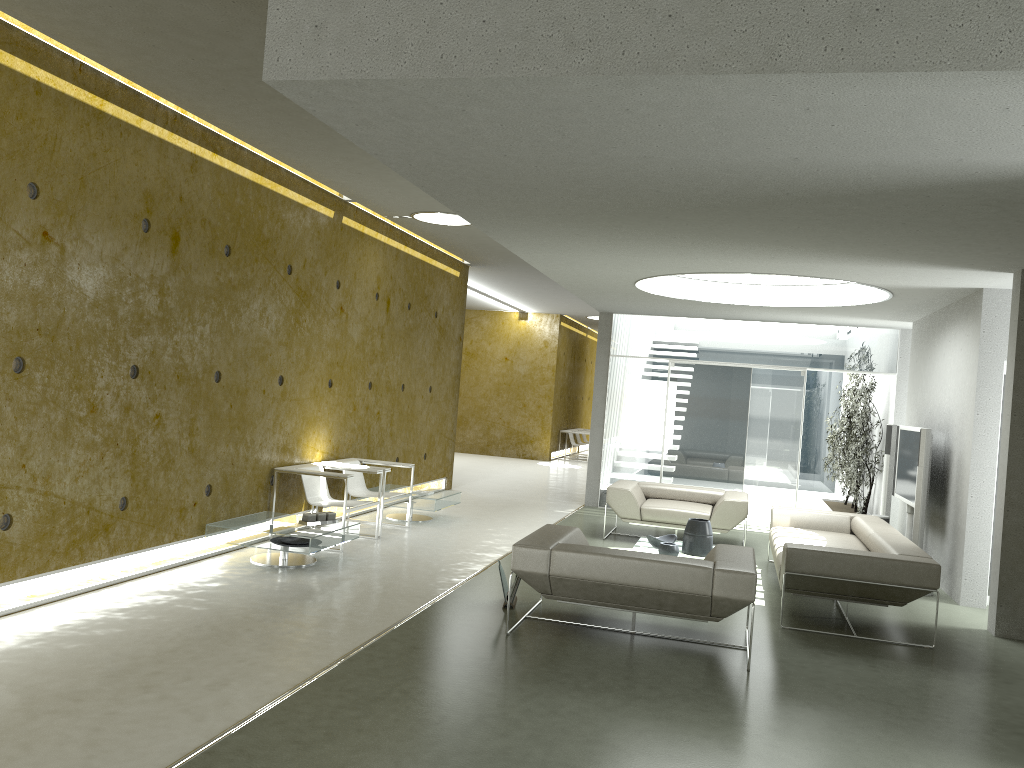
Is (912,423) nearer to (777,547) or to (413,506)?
(777,547)

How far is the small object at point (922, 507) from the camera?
7.9m

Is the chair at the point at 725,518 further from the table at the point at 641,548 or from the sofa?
the table at the point at 641,548

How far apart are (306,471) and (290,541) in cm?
93

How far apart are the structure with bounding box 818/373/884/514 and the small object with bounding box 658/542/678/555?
5.09m

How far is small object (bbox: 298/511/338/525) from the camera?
7.21m

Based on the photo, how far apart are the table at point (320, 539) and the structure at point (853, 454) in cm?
711

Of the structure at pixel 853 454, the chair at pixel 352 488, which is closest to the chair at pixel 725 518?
the chair at pixel 352 488

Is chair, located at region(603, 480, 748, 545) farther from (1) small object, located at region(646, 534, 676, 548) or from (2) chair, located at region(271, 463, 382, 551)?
(2) chair, located at region(271, 463, 382, 551)

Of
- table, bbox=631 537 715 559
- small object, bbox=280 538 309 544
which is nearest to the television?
table, bbox=631 537 715 559
